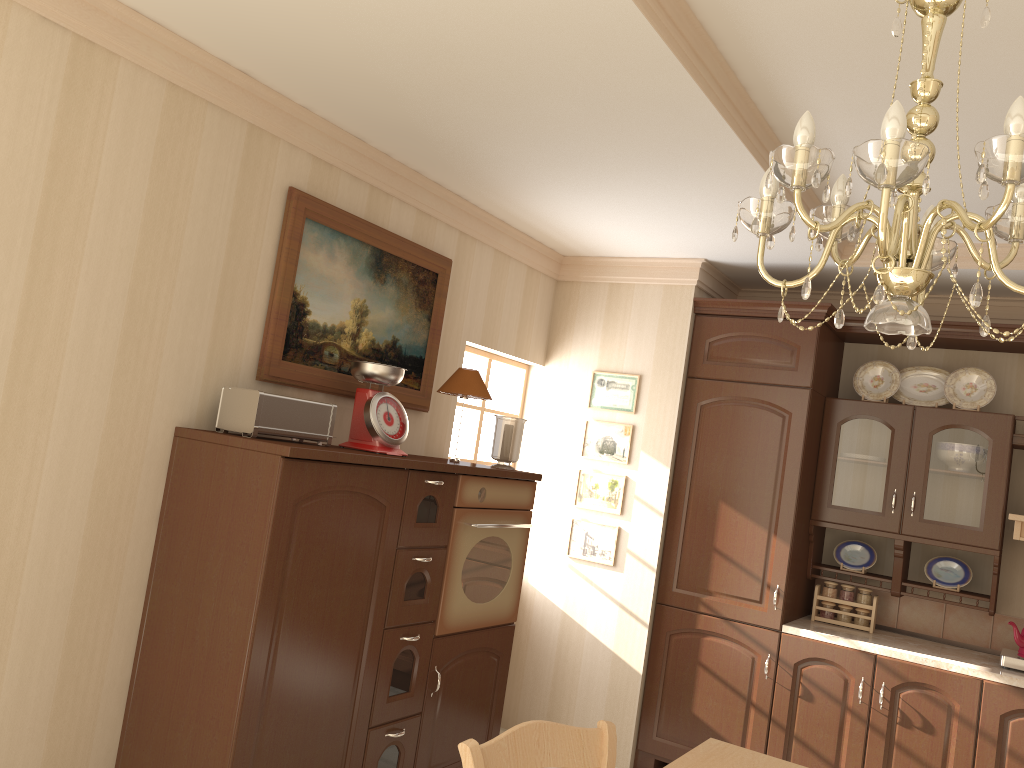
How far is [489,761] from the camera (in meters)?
1.84

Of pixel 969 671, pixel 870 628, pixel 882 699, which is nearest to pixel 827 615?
pixel 870 628

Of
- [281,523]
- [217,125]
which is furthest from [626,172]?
[281,523]

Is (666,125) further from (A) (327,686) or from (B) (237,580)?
(A) (327,686)

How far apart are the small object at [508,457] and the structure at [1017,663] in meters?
2.2

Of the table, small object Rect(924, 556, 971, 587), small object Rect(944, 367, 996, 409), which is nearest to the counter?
→ small object Rect(924, 556, 971, 587)

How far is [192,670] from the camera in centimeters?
261cm

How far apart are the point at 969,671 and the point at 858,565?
0.8m

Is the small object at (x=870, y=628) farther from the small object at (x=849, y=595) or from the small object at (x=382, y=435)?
the small object at (x=382, y=435)

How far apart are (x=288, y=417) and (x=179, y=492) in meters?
0.4
